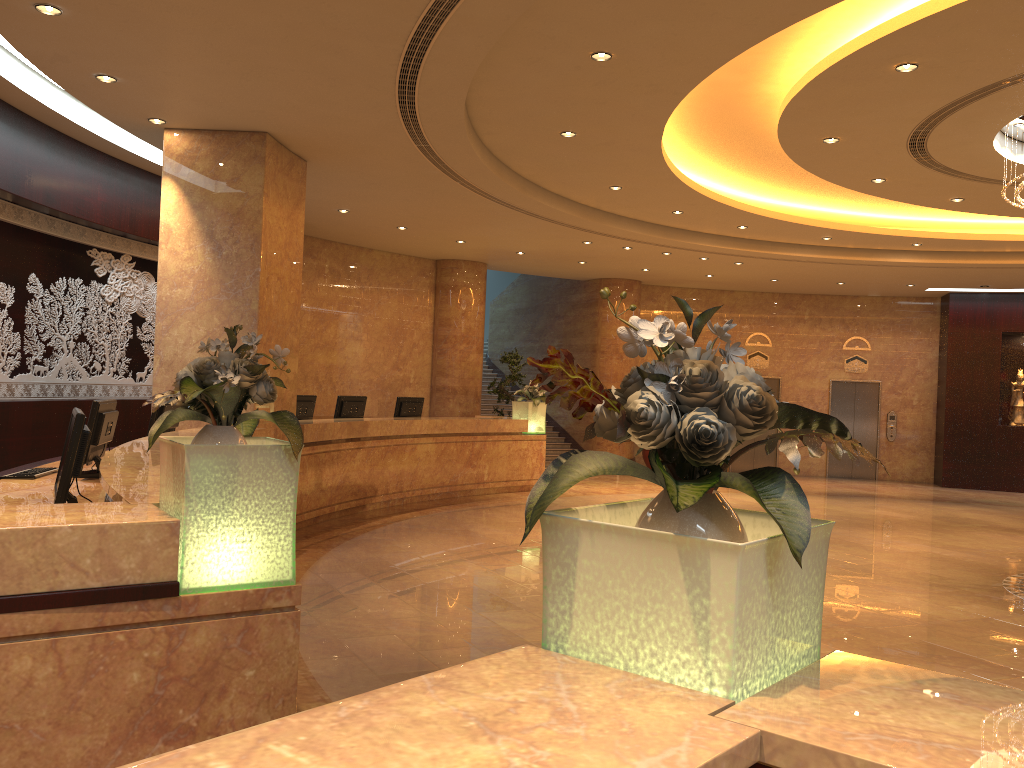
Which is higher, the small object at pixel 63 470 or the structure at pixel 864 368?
the structure at pixel 864 368

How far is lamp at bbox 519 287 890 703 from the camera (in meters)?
1.44

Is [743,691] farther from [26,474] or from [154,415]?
[154,415]

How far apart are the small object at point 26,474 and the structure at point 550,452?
12.63m

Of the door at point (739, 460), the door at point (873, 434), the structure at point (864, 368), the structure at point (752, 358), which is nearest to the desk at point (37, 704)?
the door at point (739, 460)

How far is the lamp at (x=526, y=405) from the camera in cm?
1415

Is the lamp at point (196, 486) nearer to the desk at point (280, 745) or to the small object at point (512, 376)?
the desk at point (280, 745)

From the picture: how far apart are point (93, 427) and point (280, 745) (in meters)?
4.88

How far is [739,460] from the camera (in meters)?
19.32

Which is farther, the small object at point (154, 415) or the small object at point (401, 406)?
the small object at point (401, 406)
